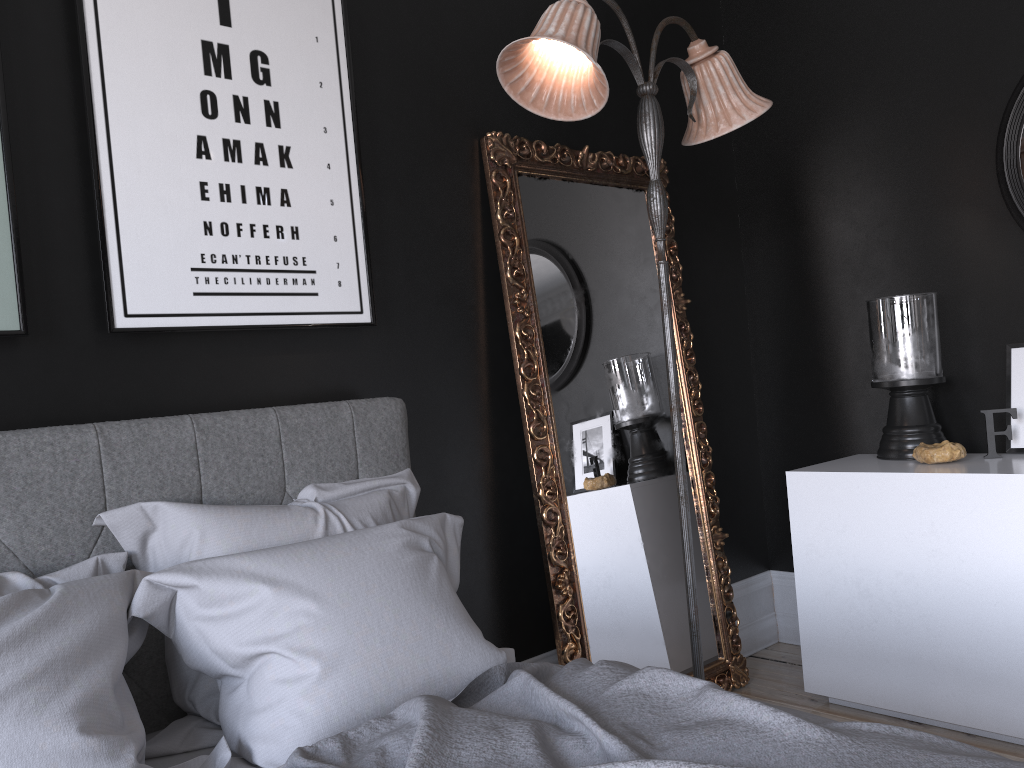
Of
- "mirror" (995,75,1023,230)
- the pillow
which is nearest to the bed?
the pillow

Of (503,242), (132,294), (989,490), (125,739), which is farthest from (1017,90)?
(125,739)

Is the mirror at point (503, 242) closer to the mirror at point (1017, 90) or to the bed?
the bed

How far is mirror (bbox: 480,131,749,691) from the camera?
3.08m

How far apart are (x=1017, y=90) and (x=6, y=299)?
3.3 meters

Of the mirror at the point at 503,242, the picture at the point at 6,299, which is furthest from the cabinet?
the picture at the point at 6,299

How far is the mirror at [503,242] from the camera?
3.1 meters

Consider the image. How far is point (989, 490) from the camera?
2.8m

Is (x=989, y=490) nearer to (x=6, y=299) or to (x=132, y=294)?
(x=132, y=294)

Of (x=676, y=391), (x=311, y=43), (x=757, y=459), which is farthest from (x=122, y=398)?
(x=757, y=459)
